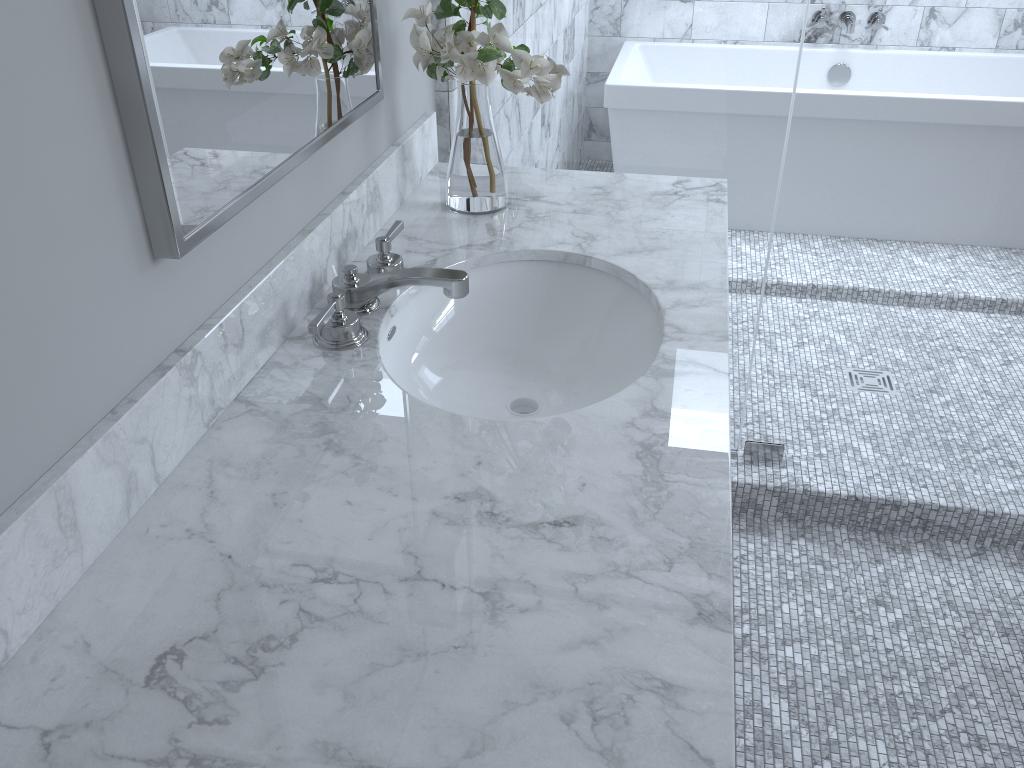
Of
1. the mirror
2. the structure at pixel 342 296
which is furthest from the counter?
the mirror

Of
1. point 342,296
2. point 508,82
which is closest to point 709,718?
→ point 342,296

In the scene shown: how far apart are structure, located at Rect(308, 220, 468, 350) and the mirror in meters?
0.2

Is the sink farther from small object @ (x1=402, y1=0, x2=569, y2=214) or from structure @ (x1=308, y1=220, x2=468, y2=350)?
small object @ (x1=402, y1=0, x2=569, y2=214)

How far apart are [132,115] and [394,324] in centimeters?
56cm

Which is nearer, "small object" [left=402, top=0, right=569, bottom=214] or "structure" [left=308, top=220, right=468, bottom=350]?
"structure" [left=308, top=220, right=468, bottom=350]

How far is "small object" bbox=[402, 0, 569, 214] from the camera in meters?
1.5 m

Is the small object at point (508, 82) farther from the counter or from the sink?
the sink

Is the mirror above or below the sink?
above

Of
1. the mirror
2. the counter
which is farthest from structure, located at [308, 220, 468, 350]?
the mirror
